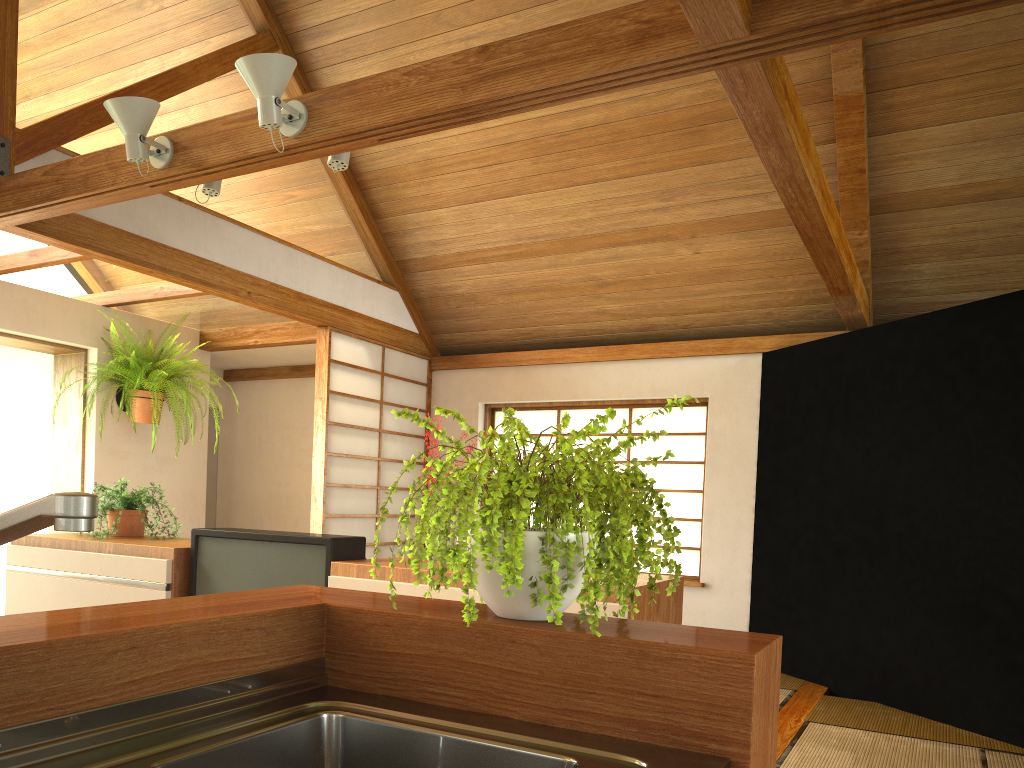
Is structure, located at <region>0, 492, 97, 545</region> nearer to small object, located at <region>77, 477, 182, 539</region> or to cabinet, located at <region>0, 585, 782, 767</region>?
cabinet, located at <region>0, 585, 782, 767</region>

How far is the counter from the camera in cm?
94

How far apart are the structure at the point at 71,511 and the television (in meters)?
2.11

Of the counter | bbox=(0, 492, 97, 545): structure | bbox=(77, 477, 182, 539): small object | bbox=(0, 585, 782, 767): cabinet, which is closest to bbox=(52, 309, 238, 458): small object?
bbox=(77, 477, 182, 539): small object

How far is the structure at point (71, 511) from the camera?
0.62m

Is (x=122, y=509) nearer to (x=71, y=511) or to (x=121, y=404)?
(x=121, y=404)

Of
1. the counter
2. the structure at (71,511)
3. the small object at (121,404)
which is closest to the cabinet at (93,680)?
the counter

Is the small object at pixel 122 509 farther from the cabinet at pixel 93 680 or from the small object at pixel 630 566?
the small object at pixel 630 566

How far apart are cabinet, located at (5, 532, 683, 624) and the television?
0.0m

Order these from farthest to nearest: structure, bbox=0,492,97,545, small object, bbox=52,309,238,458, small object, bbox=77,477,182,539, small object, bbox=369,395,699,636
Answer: small object, bbox=52,309,238,458
small object, bbox=77,477,182,539
small object, bbox=369,395,699,636
structure, bbox=0,492,97,545
